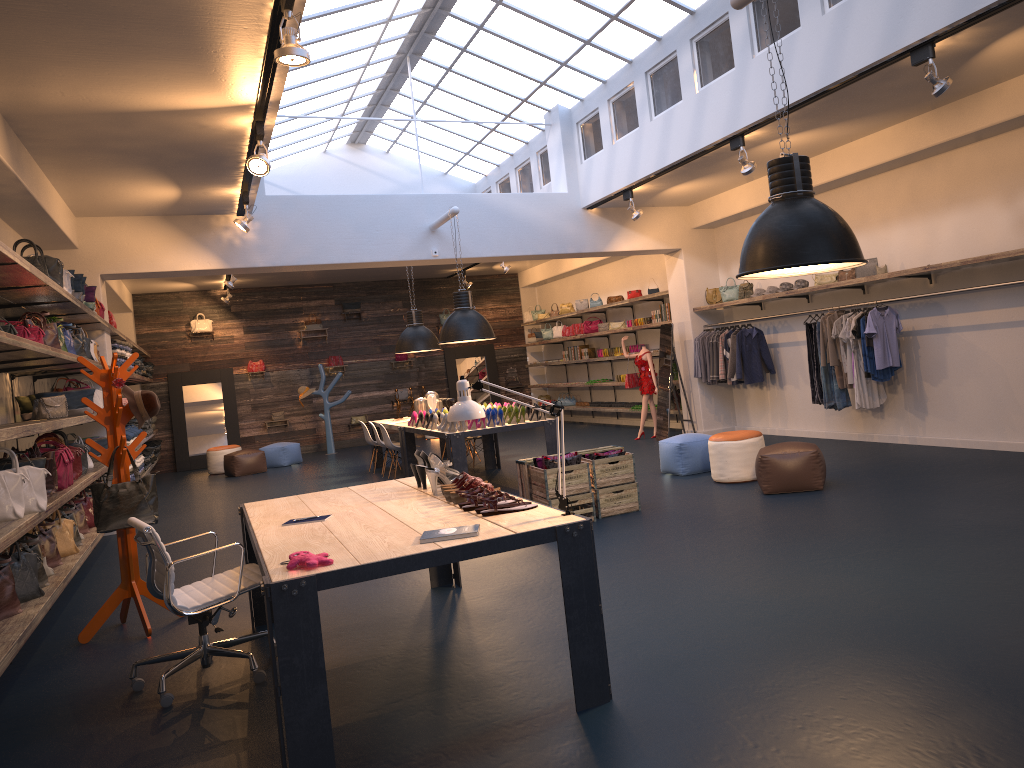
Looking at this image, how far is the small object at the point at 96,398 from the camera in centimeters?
1014cm

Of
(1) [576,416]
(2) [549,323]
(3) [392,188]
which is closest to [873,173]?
(3) [392,188]

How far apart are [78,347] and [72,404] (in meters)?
0.65

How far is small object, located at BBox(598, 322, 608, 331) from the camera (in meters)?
16.42

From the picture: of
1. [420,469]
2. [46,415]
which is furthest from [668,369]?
[46,415]

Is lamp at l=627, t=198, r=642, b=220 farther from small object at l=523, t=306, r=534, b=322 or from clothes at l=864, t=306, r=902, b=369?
small object at l=523, t=306, r=534, b=322

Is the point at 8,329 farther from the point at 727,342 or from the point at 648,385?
the point at 648,385

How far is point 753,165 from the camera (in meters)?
8.58

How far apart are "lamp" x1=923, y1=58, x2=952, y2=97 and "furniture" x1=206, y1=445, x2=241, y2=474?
13.6 meters

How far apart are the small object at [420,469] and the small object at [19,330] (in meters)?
3.34
